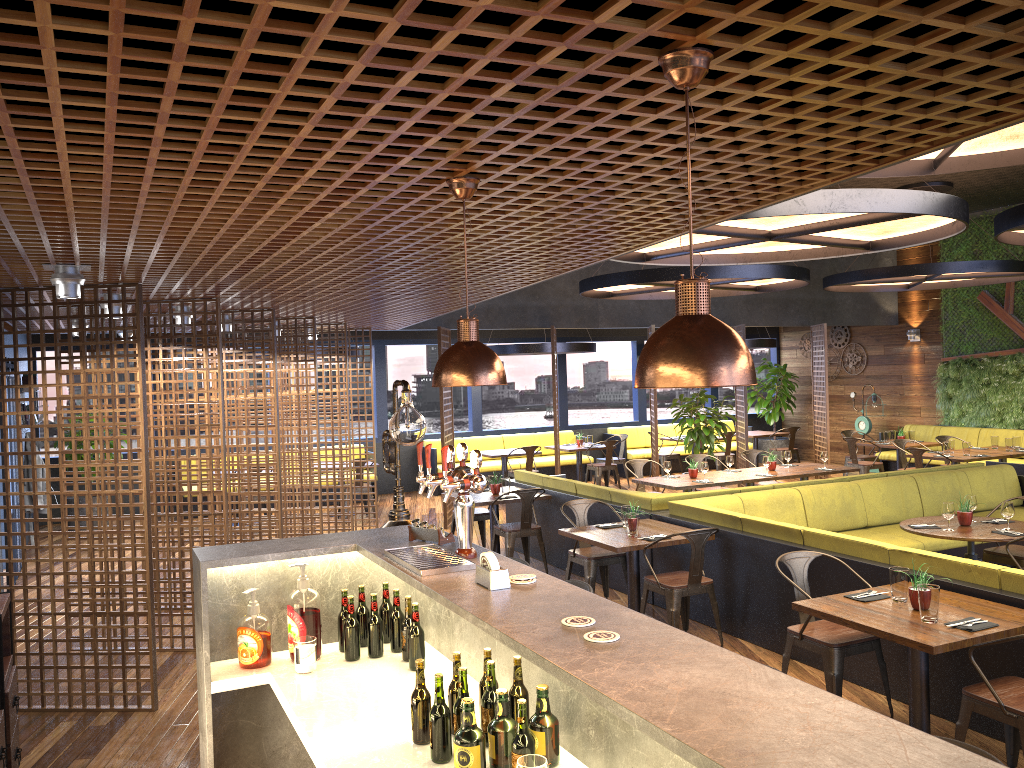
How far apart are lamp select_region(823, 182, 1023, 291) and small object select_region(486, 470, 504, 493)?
5.98m

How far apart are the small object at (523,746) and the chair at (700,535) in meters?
4.1

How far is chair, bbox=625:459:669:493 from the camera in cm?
1109

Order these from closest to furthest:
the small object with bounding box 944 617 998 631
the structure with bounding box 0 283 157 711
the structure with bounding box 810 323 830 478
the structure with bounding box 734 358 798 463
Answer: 1. the small object with bounding box 944 617 998 631
2. the structure with bounding box 0 283 157 711
3. the structure with bounding box 810 323 830 478
4. the structure with bounding box 734 358 798 463

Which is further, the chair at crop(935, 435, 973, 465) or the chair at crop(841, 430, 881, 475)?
the chair at crop(841, 430, 881, 475)

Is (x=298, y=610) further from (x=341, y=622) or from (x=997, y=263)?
(x=997, y=263)

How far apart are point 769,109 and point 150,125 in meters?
1.9 m

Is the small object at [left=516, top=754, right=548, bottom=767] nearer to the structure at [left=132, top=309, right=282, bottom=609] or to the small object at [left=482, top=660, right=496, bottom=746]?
the small object at [left=482, top=660, right=496, bottom=746]

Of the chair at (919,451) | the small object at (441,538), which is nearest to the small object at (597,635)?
the small object at (441,538)

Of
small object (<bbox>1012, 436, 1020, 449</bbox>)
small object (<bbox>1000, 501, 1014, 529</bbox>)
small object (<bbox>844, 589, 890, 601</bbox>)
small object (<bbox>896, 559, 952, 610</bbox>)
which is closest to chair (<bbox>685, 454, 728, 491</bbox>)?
small object (<bbox>1012, 436, 1020, 449</bbox>)
